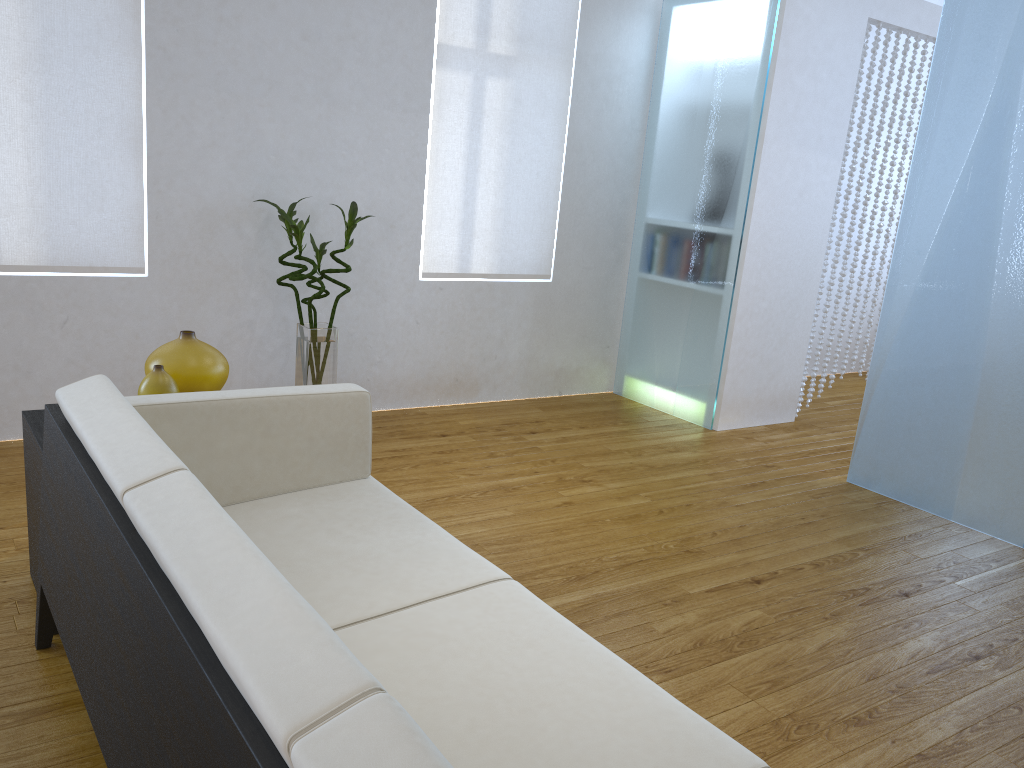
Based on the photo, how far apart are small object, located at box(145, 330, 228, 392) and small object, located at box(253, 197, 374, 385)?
1.1 meters

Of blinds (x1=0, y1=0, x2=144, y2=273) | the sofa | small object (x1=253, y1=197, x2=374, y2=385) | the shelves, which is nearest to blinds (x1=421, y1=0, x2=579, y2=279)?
small object (x1=253, y1=197, x2=374, y2=385)

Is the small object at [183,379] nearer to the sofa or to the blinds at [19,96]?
the sofa

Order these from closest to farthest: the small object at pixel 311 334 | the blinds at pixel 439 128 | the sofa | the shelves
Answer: the sofa
the shelves
the small object at pixel 311 334
the blinds at pixel 439 128

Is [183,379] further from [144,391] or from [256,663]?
[256,663]

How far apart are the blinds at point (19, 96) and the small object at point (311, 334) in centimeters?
52cm

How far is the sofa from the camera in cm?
88

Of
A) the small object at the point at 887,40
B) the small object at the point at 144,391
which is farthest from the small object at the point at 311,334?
the small object at the point at 887,40

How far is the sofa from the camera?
0.9m

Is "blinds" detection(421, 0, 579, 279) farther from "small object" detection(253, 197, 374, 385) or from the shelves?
the shelves
